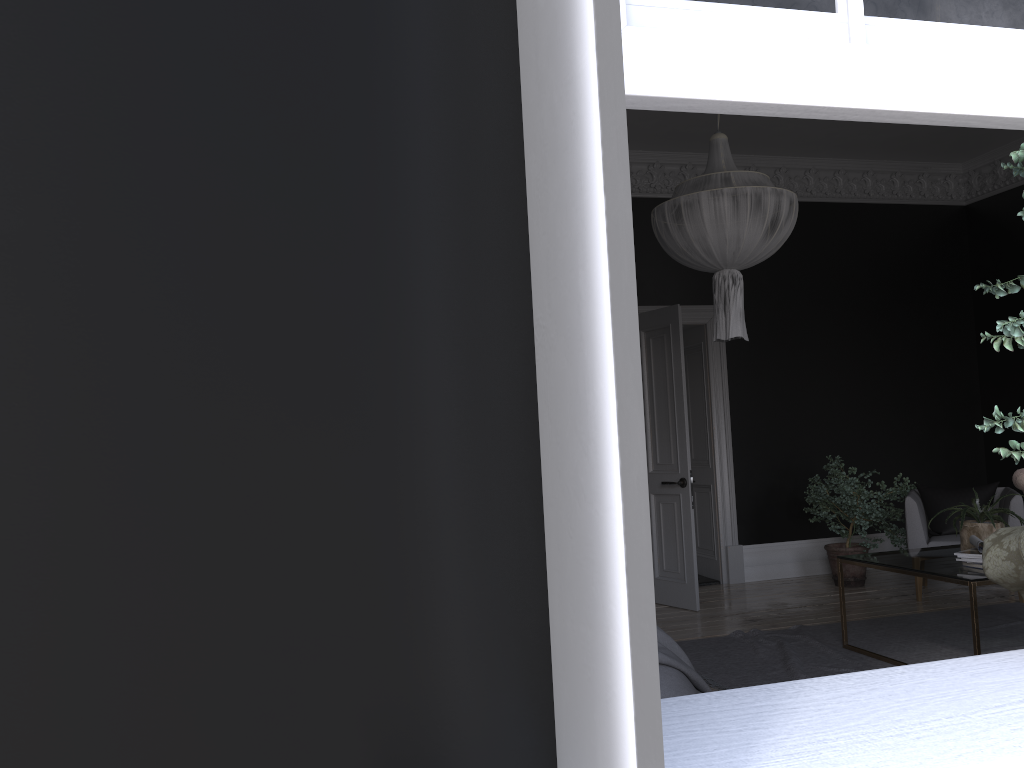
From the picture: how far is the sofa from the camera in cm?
315

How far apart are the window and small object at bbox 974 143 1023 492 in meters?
0.3

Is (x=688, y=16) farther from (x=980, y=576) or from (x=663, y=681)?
(x=980, y=576)

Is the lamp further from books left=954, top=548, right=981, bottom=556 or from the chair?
the chair

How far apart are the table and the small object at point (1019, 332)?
3.0 meters

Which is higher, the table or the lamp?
the lamp

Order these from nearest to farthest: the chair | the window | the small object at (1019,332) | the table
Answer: the window, the small object at (1019,332), the table, the chair

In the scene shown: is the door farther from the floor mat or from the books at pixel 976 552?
the books at pixel 976 552

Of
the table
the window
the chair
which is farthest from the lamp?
the window

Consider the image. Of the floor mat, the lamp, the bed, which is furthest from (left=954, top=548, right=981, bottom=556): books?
the bed
